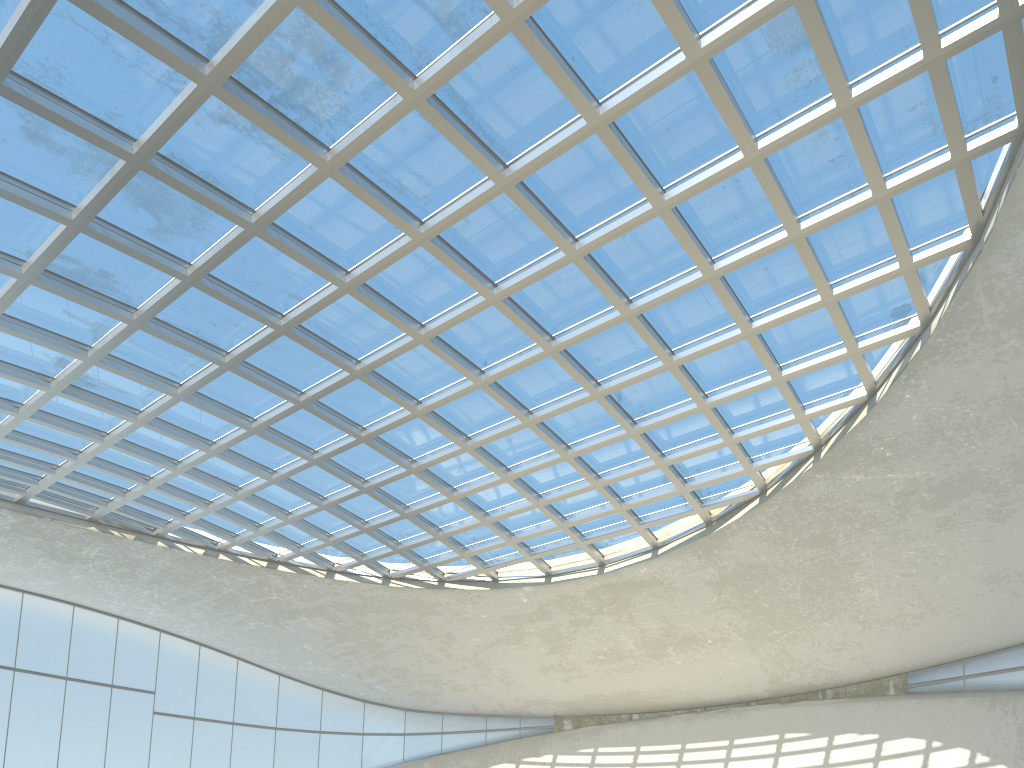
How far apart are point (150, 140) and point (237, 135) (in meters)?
4.20

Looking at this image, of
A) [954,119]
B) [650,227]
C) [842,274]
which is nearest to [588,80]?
[650,227]

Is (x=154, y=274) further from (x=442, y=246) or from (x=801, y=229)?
(x=801, y=229)

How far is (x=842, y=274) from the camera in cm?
4907
